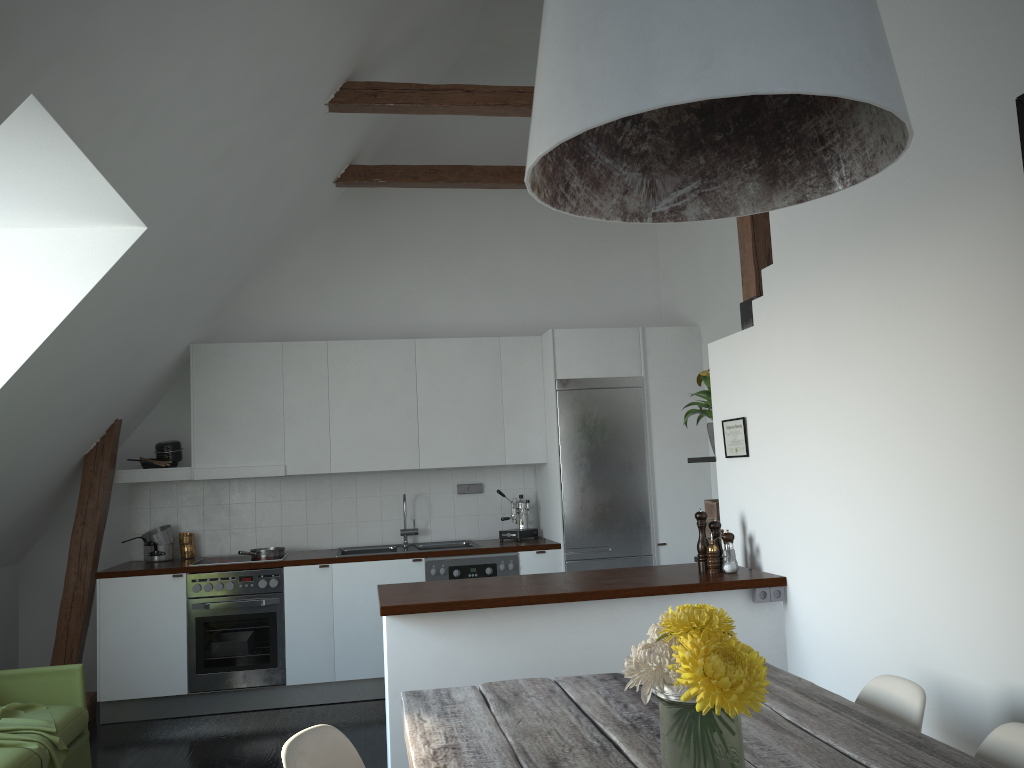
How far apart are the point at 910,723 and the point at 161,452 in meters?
5.1

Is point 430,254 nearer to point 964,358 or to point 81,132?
point 81,132

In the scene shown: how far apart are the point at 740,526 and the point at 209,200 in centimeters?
305cm

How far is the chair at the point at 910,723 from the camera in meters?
2.3

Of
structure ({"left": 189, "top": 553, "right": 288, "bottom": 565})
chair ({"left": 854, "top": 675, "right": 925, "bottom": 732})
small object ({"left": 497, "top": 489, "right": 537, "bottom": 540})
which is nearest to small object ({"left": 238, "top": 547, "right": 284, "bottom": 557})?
structure ({"left": 189, "top": 553, "right": 288, "bottom": 565})

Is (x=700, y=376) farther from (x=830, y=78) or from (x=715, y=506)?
(x=830, y=78)

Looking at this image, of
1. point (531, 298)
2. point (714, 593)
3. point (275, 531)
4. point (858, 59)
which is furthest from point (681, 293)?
point (858, 59)

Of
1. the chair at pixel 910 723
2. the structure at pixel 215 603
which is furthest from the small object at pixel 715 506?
the structure at pixel 215 603

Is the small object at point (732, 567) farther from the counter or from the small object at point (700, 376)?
the small object at point (700, 376)

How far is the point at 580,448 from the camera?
6.0m
